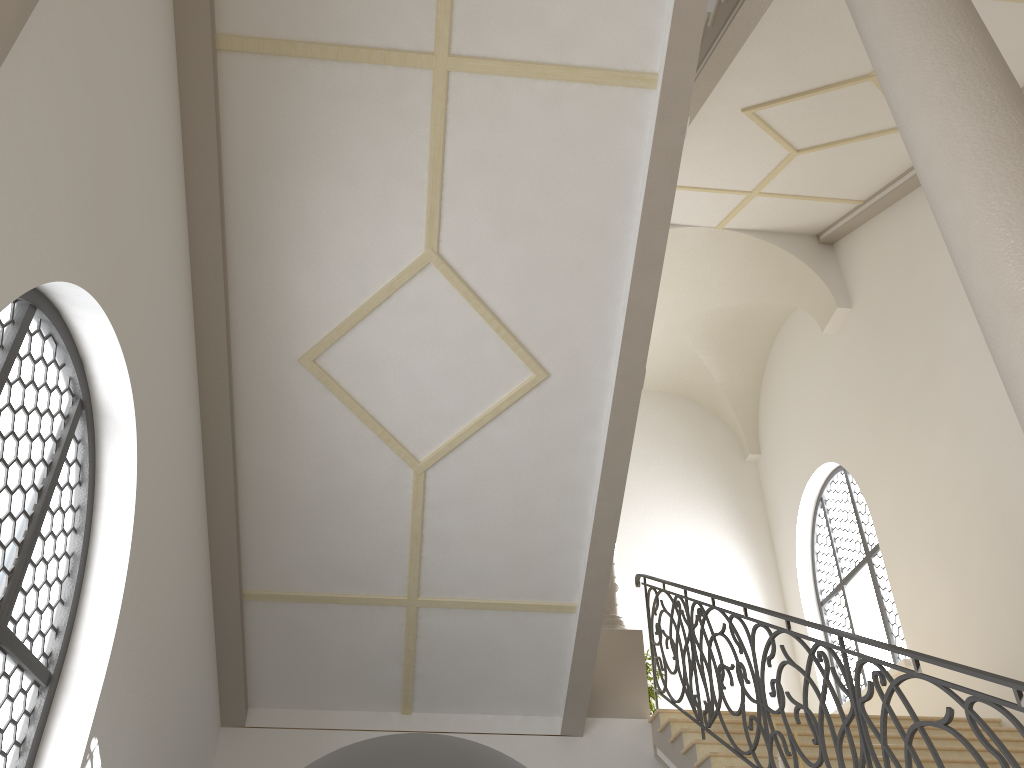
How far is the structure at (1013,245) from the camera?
2.5 meters

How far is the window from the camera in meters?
10.3

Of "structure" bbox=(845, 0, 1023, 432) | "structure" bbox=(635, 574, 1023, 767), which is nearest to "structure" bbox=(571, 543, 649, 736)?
"structure" bbox=(635, 574, 1023, 767)

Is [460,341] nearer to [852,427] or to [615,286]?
[615,286]

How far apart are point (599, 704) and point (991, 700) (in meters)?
4.86

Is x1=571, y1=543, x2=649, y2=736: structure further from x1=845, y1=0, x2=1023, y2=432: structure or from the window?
x1=845, y1=0, x2=1023, y2=432: structure

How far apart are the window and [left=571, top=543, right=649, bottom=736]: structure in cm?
308

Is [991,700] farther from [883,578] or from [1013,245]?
[883,578]

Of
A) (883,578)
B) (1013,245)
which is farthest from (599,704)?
(1013,245)

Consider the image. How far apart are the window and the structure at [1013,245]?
7.6m
